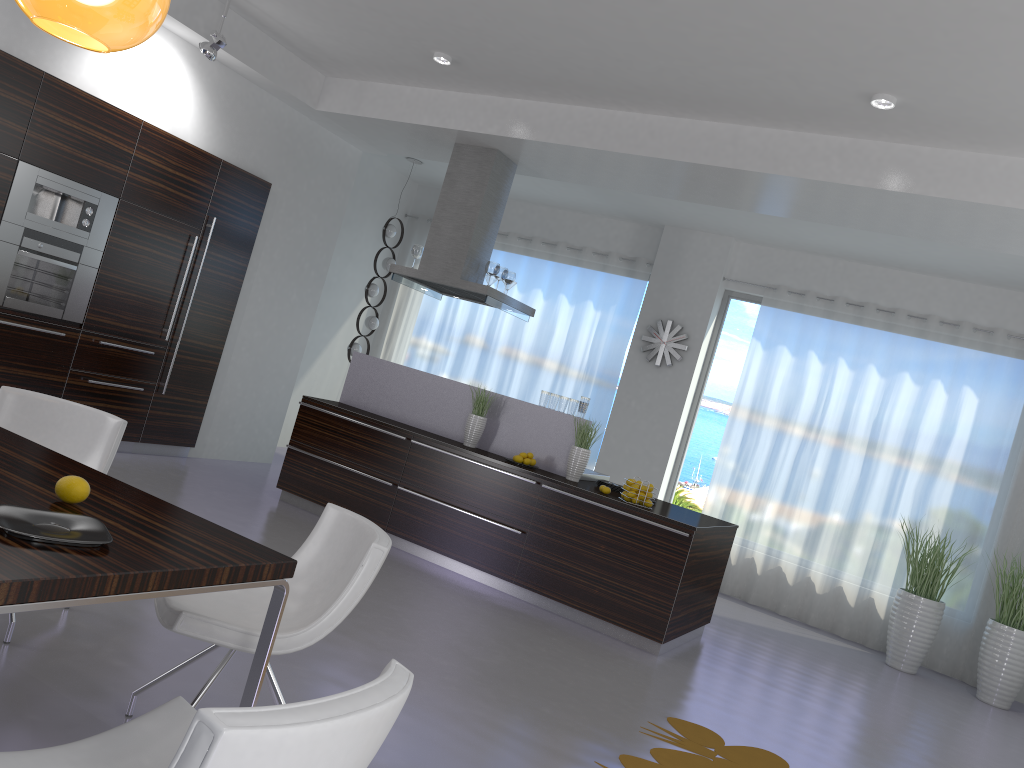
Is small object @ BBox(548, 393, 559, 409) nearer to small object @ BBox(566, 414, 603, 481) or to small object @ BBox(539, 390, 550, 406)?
small object @ BBox(539, 390, 550, 406)

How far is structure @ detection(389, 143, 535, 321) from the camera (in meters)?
7.20

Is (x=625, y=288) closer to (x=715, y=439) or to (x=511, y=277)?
(x=715, y=439)

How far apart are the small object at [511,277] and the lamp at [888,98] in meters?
3.3 m

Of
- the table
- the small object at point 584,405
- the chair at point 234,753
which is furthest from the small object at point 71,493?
the small object at point 584,405

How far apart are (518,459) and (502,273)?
1.8m

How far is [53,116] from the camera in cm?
590

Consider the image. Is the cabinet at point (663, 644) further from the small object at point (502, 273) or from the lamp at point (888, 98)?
the lamp at point (888, 98)

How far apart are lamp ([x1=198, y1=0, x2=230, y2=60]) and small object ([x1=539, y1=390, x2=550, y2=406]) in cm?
337

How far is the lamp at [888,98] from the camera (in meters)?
4.89
